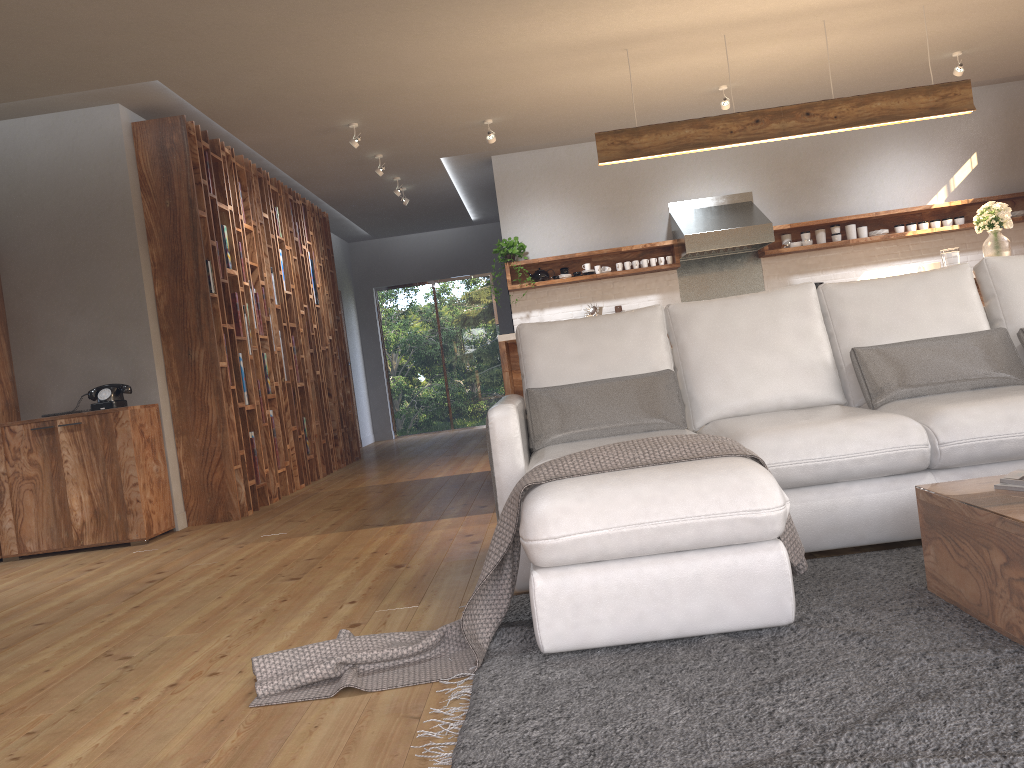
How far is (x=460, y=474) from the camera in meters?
6.9 m

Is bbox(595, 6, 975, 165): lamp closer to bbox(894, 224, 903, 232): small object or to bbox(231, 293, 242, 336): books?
bbox(894, 224, 903, 232): small object

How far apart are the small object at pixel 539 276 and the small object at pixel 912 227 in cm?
336

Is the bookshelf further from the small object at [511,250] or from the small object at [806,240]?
the small object at [806,240]

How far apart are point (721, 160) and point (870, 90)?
1.4 meters

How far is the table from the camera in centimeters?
195cm

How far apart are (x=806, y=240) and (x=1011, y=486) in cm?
634

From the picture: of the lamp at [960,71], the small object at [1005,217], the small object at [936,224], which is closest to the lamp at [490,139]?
the small object at [1005,217]

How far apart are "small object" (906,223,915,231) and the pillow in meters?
5.2

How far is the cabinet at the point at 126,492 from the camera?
5.4 meters
